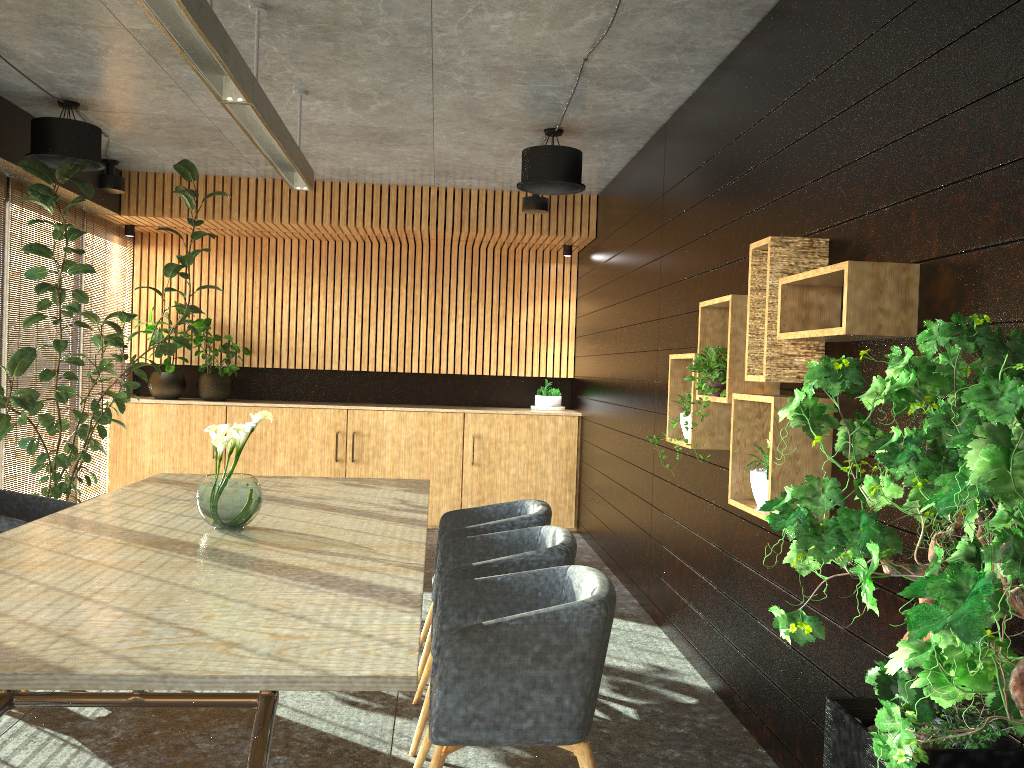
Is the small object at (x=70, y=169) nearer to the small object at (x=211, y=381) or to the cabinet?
the cabinet

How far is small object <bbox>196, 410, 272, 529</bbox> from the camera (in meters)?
3.96

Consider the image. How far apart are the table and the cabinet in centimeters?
A: 330cm

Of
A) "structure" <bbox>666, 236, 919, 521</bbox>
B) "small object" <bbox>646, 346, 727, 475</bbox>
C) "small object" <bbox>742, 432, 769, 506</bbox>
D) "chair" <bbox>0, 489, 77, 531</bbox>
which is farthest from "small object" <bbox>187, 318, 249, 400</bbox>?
"small object" <bbox>742, 432, 769, 506</bbox>

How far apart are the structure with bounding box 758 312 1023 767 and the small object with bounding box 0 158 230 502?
5.5m

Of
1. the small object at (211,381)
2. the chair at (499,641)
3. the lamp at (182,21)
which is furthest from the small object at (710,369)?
the small object at (211,381)

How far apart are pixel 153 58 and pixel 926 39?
4.3 meters

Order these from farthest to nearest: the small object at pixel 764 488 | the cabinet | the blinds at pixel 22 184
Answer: the cabinet
the blinds at pixel 22 184
the small object at pixel 764 488

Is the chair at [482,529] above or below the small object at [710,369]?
below

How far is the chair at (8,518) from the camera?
4.57m
